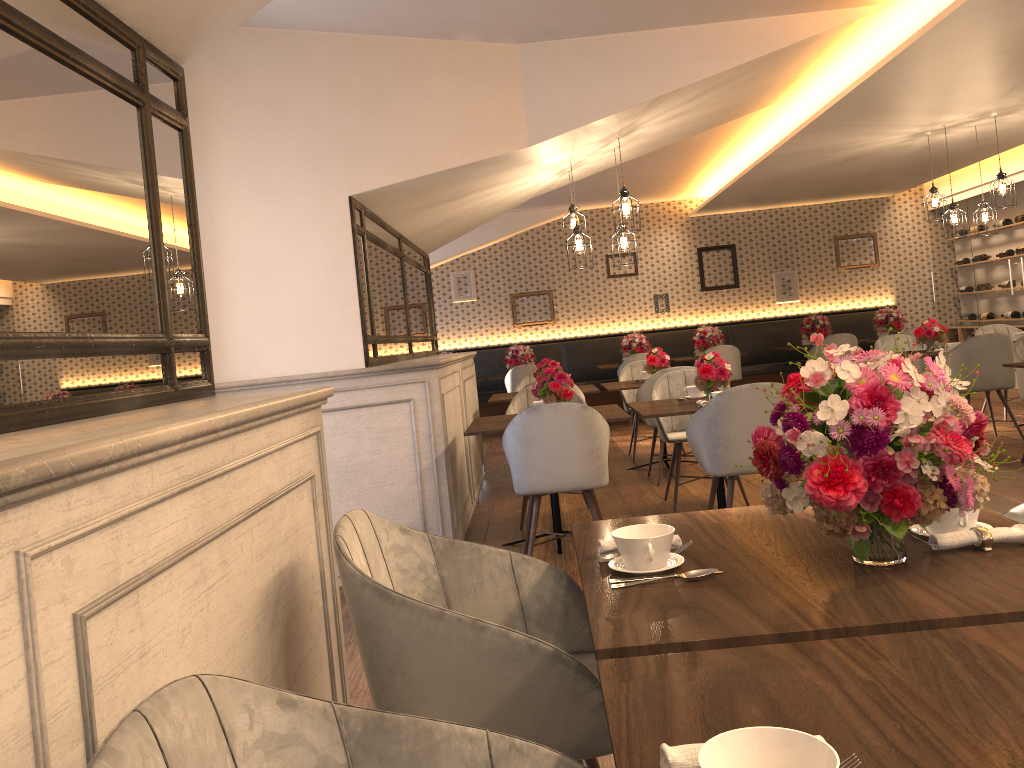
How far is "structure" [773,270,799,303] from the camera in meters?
12.4

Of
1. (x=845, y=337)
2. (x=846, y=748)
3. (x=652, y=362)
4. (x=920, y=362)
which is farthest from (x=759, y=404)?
(x=845, y=337)

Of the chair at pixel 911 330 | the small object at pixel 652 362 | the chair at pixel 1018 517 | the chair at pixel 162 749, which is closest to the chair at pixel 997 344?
the small object at pixel 652 362

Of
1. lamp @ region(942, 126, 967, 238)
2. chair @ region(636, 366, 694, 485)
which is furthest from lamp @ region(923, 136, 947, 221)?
chair @ region(636, 366, 694, 485)

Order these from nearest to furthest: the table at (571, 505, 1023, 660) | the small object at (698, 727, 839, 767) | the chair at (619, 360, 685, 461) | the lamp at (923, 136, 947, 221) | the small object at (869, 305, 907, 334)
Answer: the small object at (698, 727, 839, 767) → the table at (571, 505, 1023, 660) → the lamp at (923, 136, 947, 221) → the chair at (619, 360, 685, 461) → the small object at (869, 305, 907, 334)

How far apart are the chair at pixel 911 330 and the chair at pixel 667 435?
5.78m

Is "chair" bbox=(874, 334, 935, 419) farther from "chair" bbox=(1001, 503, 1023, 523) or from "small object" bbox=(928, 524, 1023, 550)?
"small object" bbox=(928, 524, 1023, 550)

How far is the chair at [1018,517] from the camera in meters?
2.0

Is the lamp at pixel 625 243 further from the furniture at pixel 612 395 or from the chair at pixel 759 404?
the furniture at pixel 612 395

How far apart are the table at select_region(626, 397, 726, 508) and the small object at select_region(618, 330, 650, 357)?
6.1 meters
